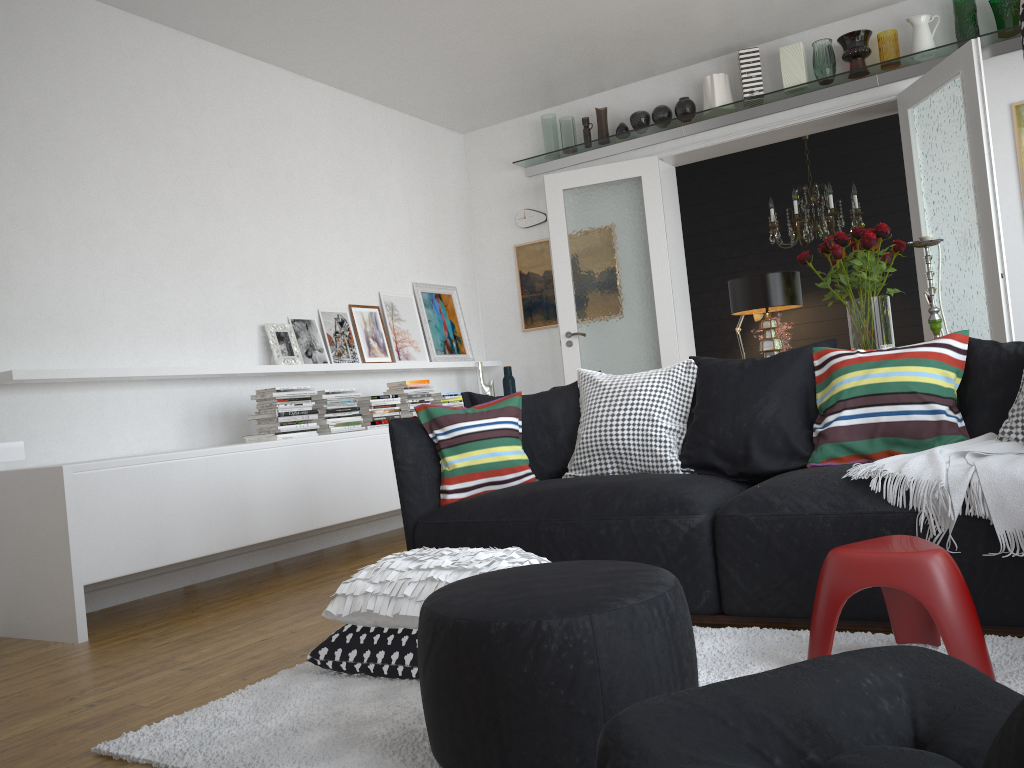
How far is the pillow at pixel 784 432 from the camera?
3.13m

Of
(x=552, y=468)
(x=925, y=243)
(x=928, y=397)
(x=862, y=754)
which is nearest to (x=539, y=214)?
(x=552, y=468)

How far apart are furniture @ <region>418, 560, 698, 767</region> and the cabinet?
2.2 meters

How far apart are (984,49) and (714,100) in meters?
1.6

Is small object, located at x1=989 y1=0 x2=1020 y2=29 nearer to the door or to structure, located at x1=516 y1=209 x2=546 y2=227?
the door

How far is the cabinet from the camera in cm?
362

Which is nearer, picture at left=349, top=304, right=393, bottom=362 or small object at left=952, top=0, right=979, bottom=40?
small object at left=952, top=0, right=979, bottom=40

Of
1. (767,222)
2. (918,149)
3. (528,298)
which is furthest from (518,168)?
(918,149)

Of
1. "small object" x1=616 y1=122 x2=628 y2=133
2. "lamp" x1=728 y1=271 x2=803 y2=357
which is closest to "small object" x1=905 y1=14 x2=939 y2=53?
"small object" x1=616 y1=122 x2=628 y2=133

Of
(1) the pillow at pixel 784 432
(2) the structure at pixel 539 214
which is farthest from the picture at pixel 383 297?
(1) the pillow at pixel 784 432
